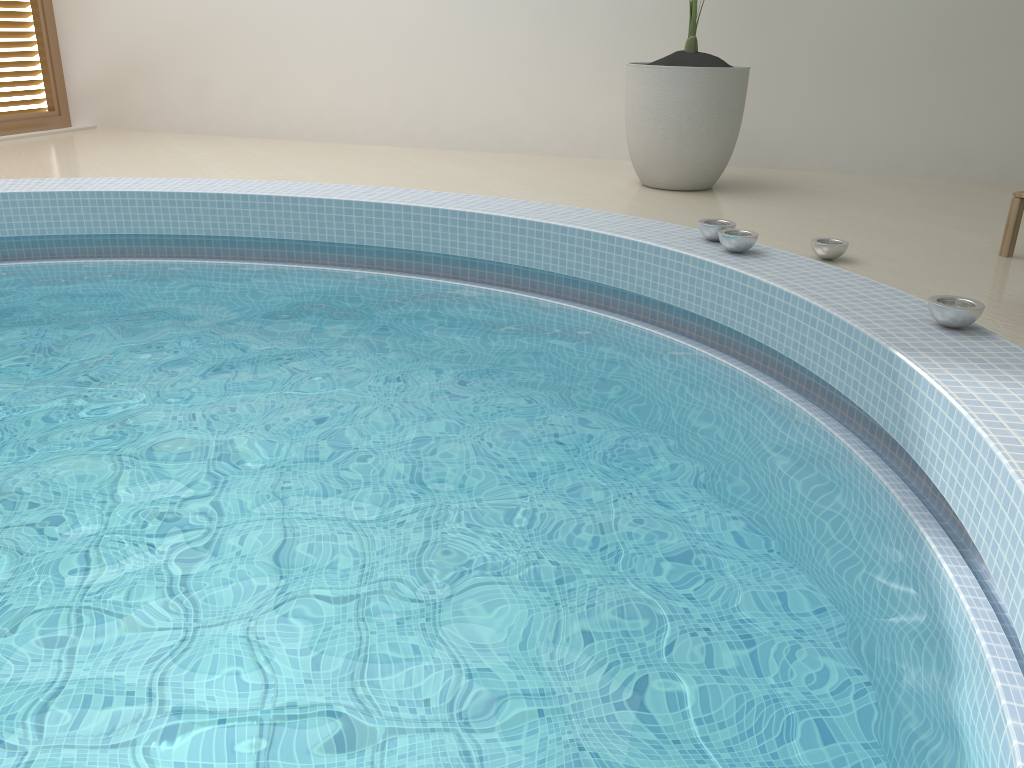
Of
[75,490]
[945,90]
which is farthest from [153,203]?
[945,90]

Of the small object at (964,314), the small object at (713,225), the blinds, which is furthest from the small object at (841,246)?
the blinds

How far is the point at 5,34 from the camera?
6.6m

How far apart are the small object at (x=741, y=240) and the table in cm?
117

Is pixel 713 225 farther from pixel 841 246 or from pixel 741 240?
pixel 841 246

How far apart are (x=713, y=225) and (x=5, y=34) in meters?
6.0 m

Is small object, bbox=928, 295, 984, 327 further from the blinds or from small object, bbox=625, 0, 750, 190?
the blinds

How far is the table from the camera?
3.48m

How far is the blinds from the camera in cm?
660

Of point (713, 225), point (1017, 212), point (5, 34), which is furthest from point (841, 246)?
point (5, 34)
